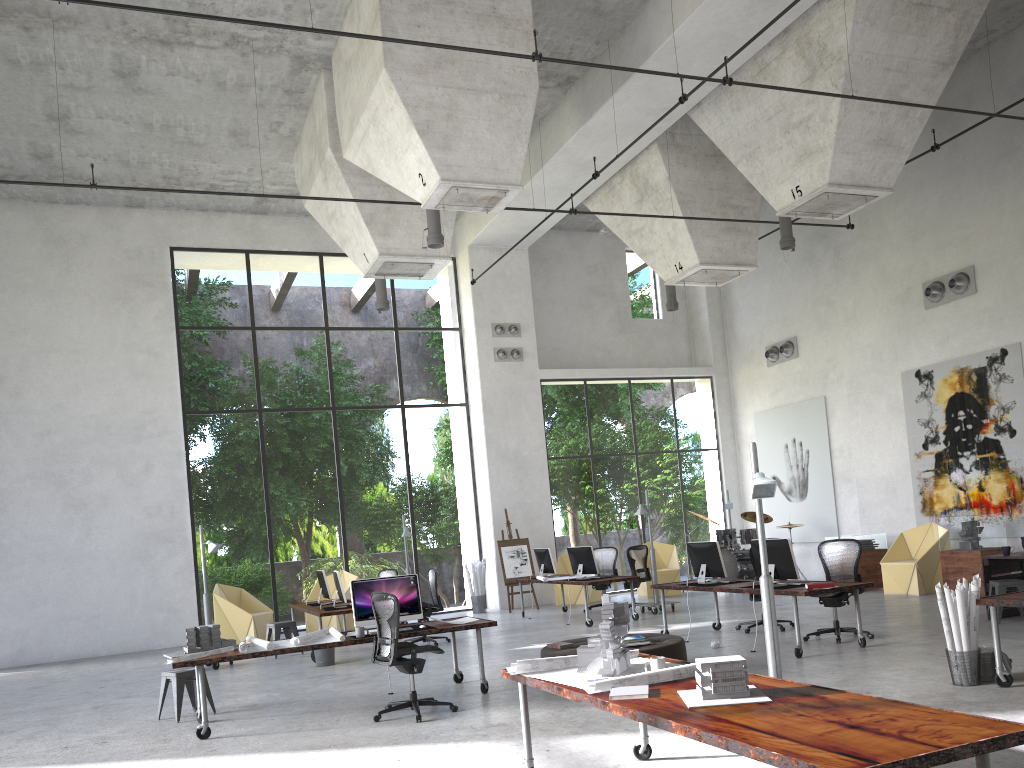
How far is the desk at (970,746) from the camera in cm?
303

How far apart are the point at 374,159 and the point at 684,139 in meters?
6.2

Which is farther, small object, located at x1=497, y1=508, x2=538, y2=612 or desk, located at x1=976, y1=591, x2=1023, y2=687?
small object, located at x1=497, y1=508, x2=538, y2=612

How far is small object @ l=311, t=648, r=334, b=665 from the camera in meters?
11.8 m

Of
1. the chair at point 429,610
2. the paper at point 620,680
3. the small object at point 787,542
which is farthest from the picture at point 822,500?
the paper at point 620,680

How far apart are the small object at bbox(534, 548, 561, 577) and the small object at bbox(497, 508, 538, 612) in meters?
1.6 m

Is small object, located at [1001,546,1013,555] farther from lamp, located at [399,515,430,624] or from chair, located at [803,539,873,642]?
lamp, located at [399,515,430,624]

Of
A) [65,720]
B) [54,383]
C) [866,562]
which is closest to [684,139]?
[866,562]

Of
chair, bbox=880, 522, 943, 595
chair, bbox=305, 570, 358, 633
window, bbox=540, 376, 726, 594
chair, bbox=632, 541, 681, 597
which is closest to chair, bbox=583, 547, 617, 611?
chair, bbox=632, 541, 681, 597

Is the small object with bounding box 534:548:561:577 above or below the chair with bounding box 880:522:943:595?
above
